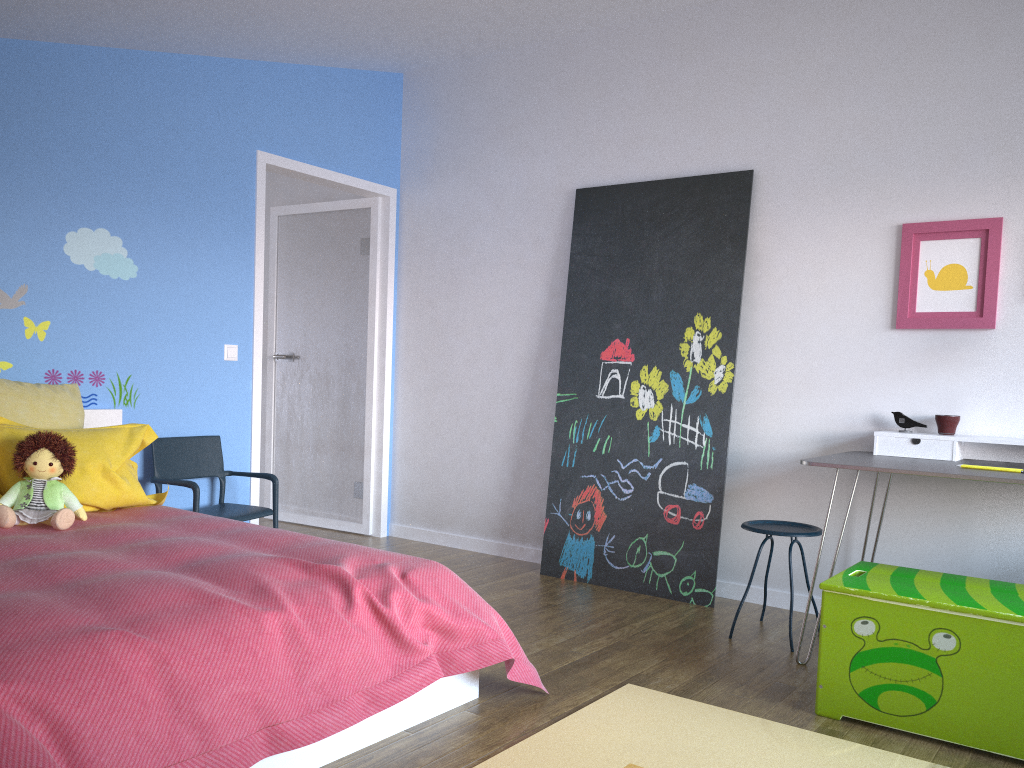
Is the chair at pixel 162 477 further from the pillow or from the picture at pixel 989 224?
the picture at pixel 989 224

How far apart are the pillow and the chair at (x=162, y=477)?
0.3 meters

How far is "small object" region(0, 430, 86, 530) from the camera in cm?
288

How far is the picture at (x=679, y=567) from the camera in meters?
4.1 m

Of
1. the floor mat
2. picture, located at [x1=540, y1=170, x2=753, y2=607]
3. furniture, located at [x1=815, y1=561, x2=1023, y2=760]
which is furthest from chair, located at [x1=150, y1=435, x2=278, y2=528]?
furniture, located at [x1=815, y1=561, x2=1023, y2=760]

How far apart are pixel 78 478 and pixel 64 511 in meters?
0.3 m

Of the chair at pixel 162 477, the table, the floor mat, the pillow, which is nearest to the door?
the chair at pixel 162 477

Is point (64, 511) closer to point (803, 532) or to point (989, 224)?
point (803, 532)

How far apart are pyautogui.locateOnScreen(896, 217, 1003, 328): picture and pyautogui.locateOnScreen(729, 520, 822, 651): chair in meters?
0.9

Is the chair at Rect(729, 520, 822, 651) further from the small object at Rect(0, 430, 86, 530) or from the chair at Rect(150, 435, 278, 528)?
the small object at Rect(0, 430, 86, 530)
